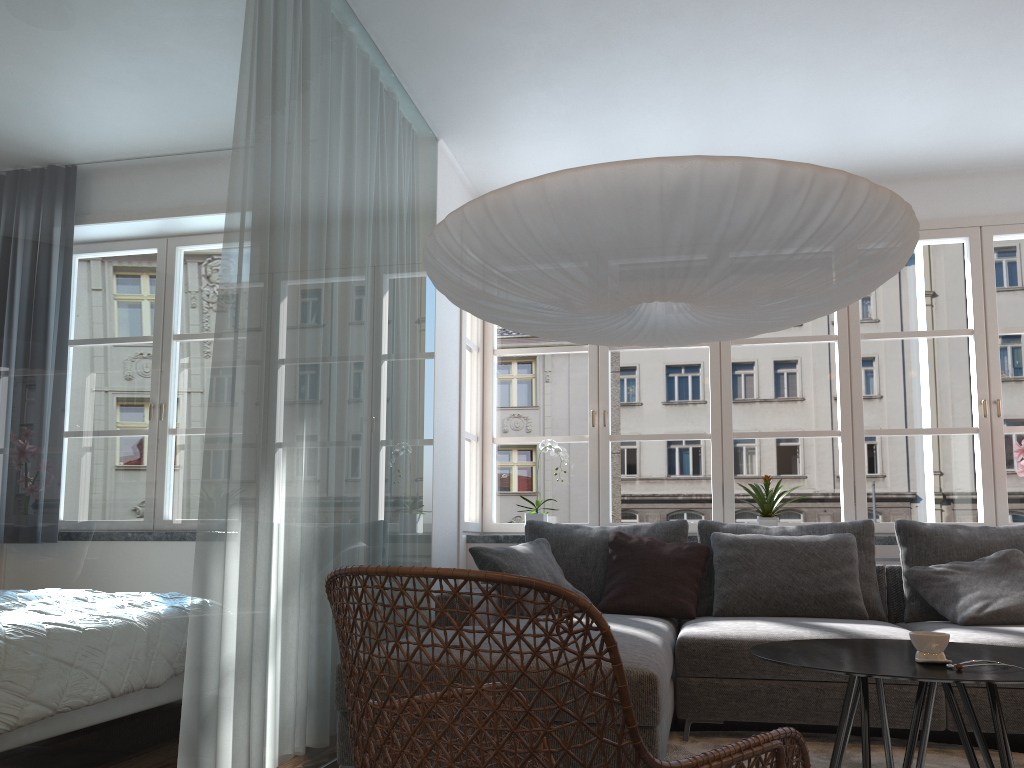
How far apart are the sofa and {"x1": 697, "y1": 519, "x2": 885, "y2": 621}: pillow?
0.09m

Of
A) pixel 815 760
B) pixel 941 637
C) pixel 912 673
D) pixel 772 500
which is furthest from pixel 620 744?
pixel 772 500

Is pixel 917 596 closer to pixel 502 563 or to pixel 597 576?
pixel 597 576

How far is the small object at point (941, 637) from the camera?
2.10m

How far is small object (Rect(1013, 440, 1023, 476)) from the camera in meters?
4.5 m

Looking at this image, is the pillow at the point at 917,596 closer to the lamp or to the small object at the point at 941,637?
the lamp

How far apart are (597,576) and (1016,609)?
1.7 meters

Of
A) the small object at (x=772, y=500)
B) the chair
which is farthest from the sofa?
the small object at (x=772, y=500)

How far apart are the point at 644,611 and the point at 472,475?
16.4 meters

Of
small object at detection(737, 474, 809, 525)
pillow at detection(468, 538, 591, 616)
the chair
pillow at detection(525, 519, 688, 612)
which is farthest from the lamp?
small object at detection(737, 474, 809, 525)
